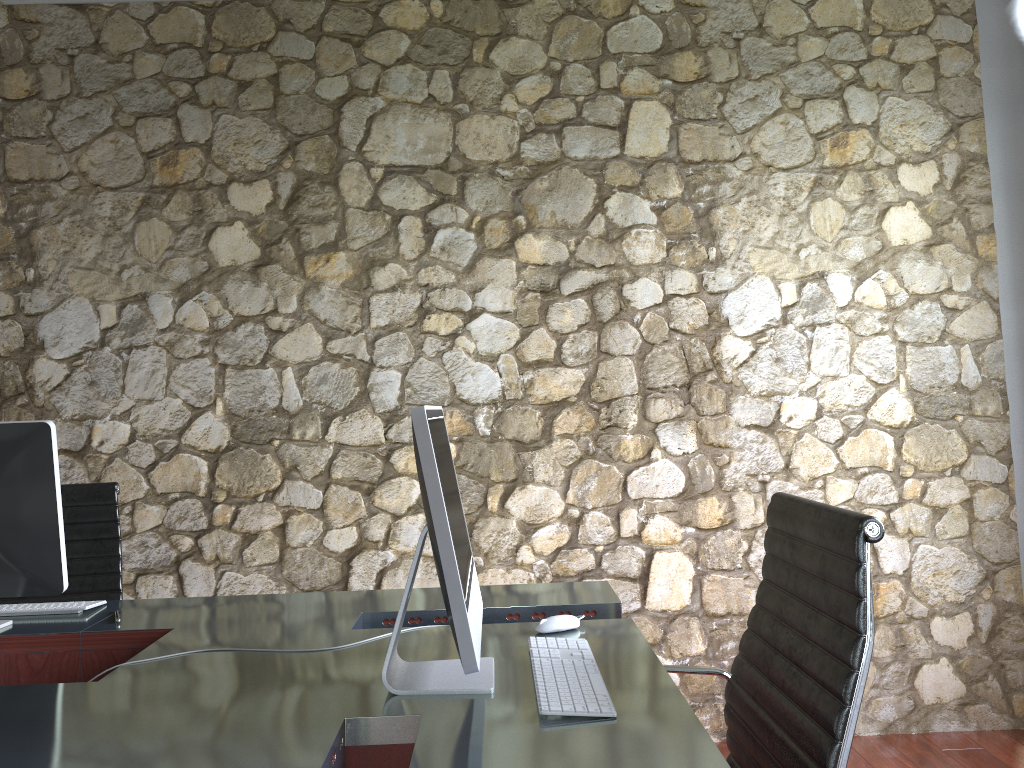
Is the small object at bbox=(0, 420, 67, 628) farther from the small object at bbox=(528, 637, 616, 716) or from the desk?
the small object at bbox=(528, 637, 616, 716)

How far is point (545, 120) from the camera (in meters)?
3.29

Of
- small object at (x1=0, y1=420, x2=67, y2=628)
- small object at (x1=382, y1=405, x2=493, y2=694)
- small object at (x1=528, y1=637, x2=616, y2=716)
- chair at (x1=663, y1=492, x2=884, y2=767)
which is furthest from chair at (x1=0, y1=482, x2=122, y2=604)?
chair at (x1=663, y1=492, x2=884, y2=767)

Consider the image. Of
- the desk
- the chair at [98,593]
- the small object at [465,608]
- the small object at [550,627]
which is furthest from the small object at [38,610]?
the small object at [550,627]

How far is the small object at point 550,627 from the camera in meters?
1.9 m

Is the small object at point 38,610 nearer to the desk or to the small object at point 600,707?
the desk

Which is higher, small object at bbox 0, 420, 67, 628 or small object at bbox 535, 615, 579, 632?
small object at bbox 0, 420, 67, 628

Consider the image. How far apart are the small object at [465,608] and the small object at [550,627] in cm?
21

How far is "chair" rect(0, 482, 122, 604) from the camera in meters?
2.7 m

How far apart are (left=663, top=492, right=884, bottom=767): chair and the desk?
0.08m
